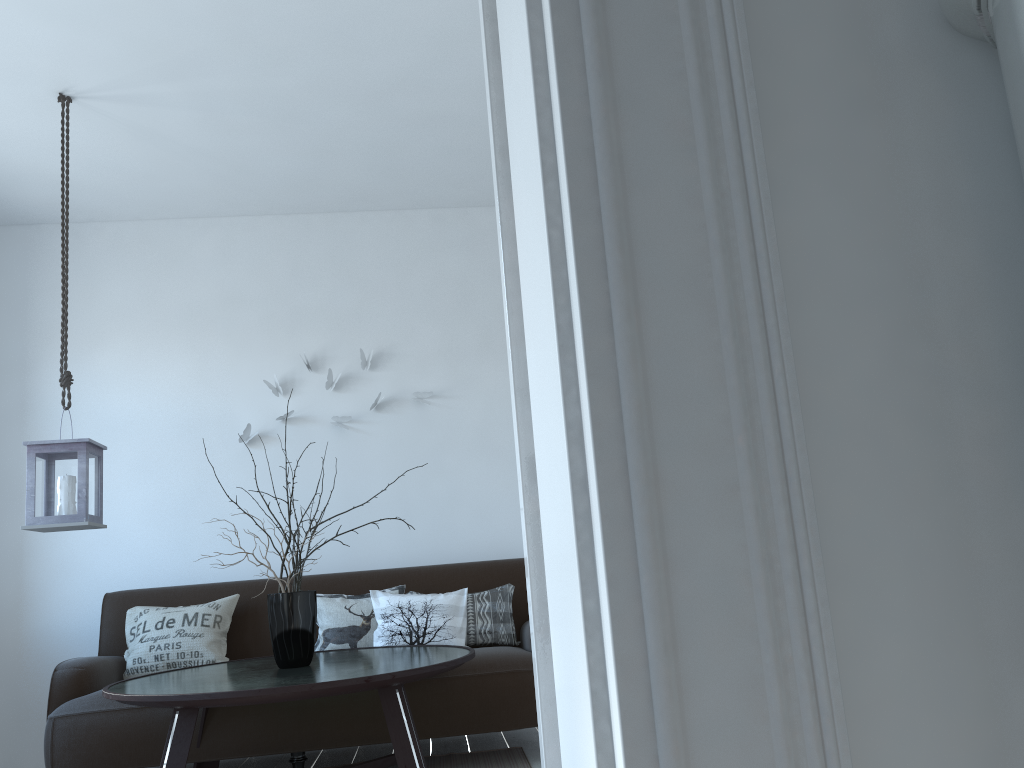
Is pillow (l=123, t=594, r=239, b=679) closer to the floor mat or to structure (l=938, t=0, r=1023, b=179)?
the floor mat

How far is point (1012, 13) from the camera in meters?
0.7

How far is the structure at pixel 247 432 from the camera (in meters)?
4.63

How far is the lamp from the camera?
3.2 meters

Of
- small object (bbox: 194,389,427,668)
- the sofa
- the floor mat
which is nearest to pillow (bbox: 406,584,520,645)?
the sofa

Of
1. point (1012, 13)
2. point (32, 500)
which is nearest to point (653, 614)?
point (1012, 13)

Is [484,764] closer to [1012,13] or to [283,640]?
[283,640]

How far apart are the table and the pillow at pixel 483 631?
0.5 meters

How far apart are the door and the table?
1.85m

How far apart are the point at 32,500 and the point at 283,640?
1.0m
